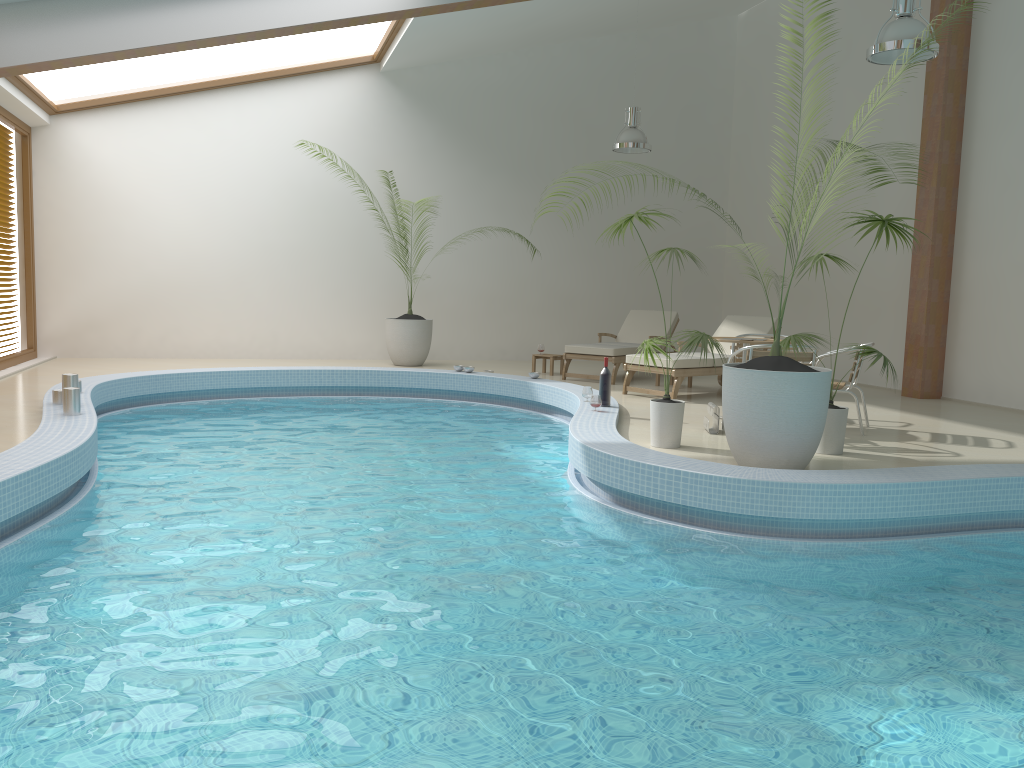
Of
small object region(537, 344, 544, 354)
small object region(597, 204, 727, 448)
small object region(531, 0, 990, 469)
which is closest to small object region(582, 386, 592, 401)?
small object region(597, 204, 727, 448)

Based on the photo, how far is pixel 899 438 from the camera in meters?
7.0 m

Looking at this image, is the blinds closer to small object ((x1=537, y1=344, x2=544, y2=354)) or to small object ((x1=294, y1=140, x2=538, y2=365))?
small object ((x1=294, y1=140, x2=538, y2=365))

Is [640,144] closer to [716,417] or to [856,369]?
[856,369]

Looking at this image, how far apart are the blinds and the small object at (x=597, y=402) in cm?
817

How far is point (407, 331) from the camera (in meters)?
12.01

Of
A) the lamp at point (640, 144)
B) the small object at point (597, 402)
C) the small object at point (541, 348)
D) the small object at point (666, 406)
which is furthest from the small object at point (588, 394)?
the lamp at point (640, 144)

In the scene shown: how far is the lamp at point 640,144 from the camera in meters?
11.2

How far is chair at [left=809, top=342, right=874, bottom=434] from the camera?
7.1 meters

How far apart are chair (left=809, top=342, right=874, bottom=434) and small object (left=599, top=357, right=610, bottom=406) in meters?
2.0
